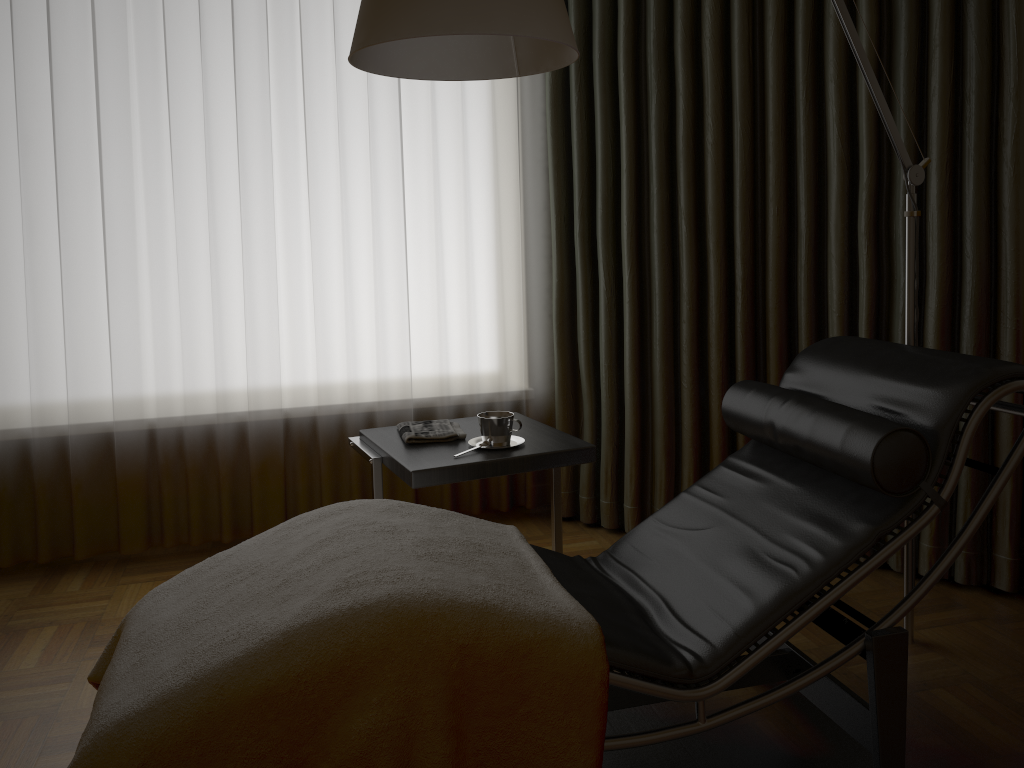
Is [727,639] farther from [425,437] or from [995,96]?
[995,96]

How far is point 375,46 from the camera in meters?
1.8

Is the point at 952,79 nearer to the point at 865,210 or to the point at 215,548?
the point at 865,210

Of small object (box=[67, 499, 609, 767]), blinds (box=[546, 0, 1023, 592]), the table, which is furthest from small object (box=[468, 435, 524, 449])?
blinds (box=[546, 0, 1023, 592])

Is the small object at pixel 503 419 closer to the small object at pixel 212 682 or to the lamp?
the small object at pixel 212 682

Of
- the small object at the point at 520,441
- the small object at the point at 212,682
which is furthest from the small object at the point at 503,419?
the small object at the point at 212,682

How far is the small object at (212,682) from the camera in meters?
1.3 m

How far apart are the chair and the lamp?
0.2 meters

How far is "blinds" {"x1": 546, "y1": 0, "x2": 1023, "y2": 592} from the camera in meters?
2.5 m

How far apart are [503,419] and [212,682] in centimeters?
111cm
